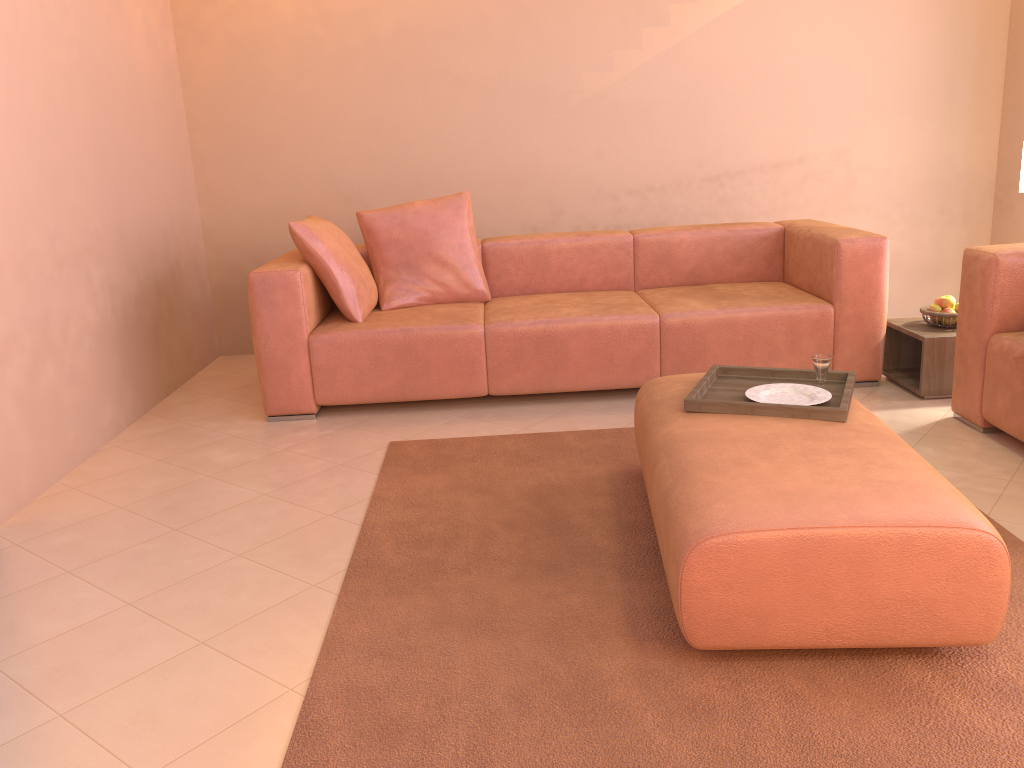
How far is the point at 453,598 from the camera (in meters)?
2.25

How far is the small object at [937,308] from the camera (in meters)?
3.75

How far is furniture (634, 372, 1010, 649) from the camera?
1.8m

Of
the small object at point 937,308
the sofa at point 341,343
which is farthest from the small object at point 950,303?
the sofa at point 341,343

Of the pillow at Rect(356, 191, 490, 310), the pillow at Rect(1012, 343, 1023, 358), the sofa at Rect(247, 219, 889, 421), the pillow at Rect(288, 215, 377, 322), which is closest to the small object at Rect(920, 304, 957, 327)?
the sofa at Rect(247, 219, 889, 421)

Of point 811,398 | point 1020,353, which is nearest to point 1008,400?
point 1020,353

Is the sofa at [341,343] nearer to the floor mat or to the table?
the table

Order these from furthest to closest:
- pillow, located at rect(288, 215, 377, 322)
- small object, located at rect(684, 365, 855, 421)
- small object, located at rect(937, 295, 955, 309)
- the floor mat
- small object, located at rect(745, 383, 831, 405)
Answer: pillow, located at rect(288, 215, 377, 322), small object, located at rect(937, 295, 955, 309), small object, located at rect(745, 383, 831, 405), small object, located at rect(684, 365, 855, 421), the floor mat

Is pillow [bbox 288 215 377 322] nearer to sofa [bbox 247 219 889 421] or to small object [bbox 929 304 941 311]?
sofa [bbox 247 219 889 421]

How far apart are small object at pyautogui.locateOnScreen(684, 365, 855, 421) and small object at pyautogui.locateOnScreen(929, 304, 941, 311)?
1.3m
